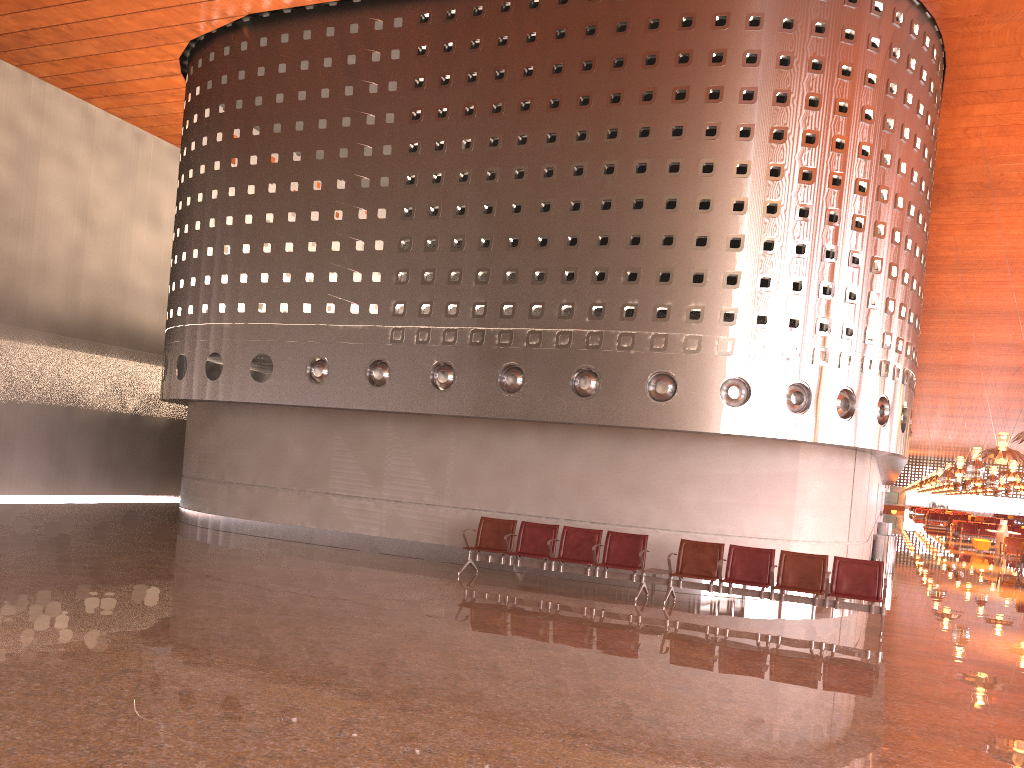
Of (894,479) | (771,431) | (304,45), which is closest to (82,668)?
(771,431)
